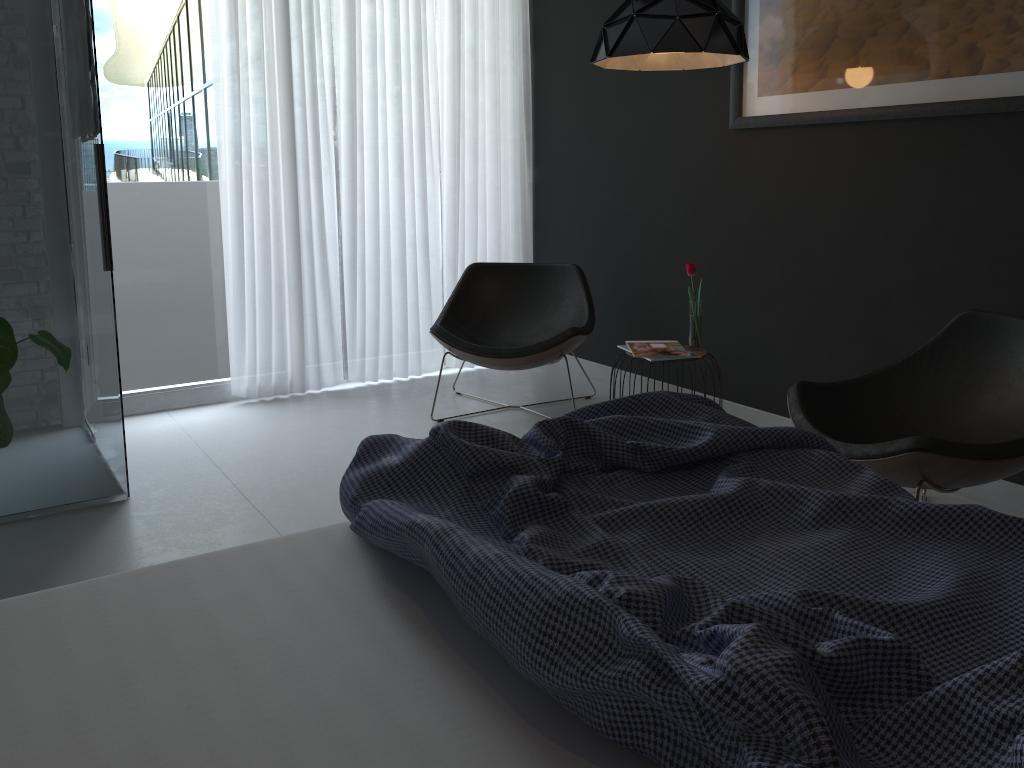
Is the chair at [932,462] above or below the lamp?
below

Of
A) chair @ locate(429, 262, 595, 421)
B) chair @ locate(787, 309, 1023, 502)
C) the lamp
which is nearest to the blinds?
chair @ locate(429, 262, 595, 421)

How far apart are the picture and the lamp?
0.3 meters

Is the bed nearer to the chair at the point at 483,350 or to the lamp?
the lamp

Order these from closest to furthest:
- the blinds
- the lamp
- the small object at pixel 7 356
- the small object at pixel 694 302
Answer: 1. the small object at pixel 7 356
2. the lamp
3. the small object at pixel 694 302
4. the blinds

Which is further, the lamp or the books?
the books

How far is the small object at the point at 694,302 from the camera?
3.5 meters

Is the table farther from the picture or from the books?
the picture

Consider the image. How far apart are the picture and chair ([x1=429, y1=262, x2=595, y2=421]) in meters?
1.1 m

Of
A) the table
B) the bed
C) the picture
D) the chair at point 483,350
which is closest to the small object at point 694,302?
the table
